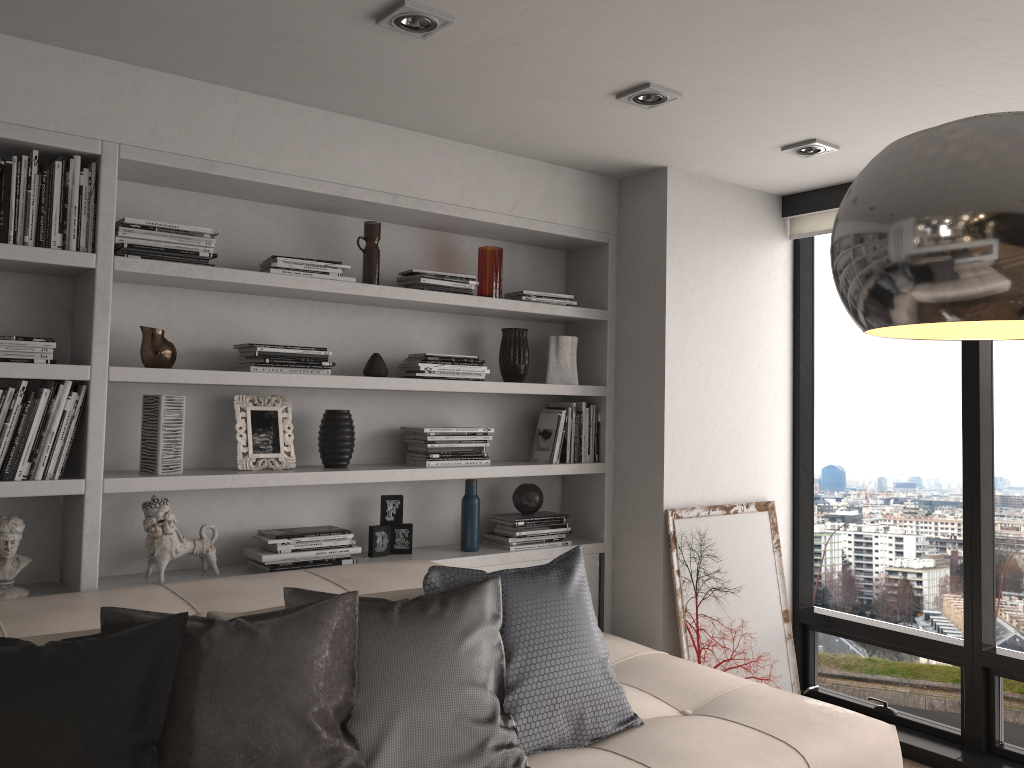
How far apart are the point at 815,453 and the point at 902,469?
0.45m

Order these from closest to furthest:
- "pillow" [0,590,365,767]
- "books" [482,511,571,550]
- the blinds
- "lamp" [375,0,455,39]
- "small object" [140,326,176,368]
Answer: "pillow" [0,590,365,767] → "lamp" [375,0,455,39] → "small object" [140,326,176,368] → "books" [482,511,571,550] → the blinds

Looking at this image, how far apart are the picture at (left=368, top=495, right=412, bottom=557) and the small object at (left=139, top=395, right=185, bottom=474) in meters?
0.8

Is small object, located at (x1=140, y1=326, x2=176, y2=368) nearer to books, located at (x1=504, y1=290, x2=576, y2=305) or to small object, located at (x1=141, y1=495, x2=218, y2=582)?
small object, located at (x1=141, y1=495, x2=218, y2=582)

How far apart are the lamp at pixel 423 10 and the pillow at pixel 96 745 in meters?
1.5

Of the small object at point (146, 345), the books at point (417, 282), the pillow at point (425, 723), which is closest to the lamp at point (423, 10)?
the books at point (417, 282)

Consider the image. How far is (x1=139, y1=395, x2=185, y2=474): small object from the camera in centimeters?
285cm

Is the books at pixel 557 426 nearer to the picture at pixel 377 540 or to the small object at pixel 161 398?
the picture at pixel 377 540

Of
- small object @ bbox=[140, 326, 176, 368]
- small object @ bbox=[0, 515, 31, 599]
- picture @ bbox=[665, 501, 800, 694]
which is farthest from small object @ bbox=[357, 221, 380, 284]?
picture @ bbox=[665, 501, 800, 694]

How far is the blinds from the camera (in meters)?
4.05
